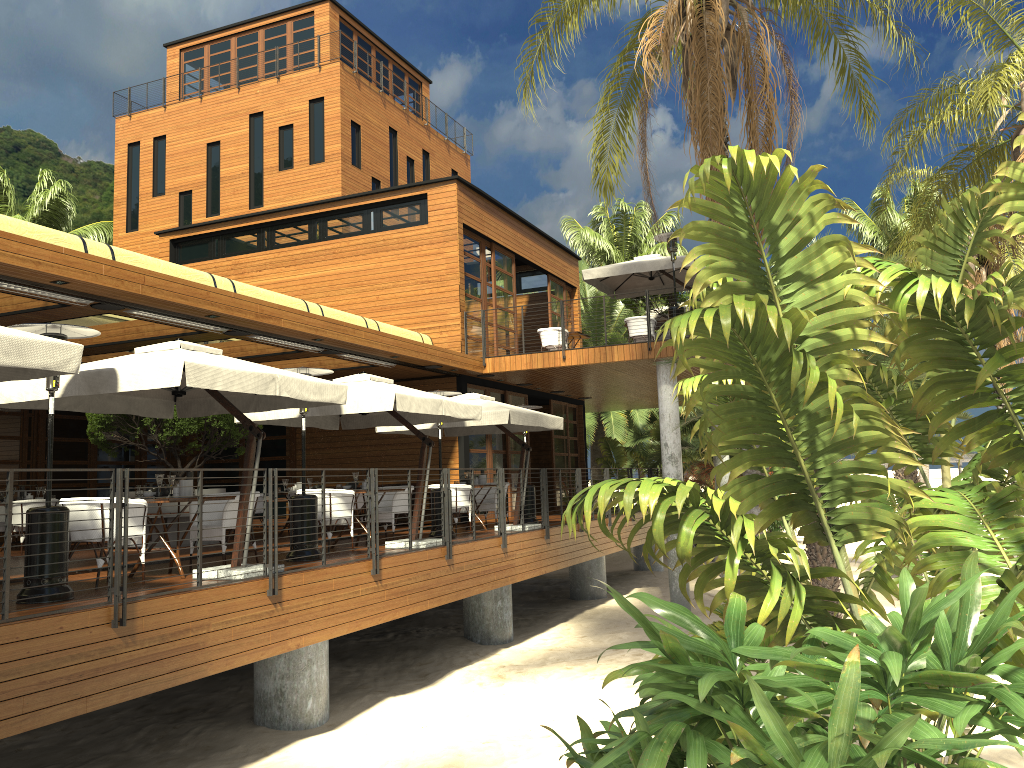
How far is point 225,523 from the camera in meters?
9.1 m

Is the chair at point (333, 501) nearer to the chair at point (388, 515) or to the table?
the chair at point (388, 515)

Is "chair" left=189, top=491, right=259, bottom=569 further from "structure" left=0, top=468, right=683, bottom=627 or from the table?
"structure" left=0, top=468, right=683, bottom=627

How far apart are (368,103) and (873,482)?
30.0m

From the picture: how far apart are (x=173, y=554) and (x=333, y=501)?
2.7m

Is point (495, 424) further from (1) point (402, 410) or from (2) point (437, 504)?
(1) point (402, 410)

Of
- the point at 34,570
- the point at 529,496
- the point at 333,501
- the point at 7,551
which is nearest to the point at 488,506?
the point at 529,496

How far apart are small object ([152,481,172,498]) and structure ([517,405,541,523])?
8.27m

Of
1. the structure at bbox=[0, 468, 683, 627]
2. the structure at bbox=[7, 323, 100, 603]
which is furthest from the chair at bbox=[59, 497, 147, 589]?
the structure at bbox=[0, 468, 683, 627]

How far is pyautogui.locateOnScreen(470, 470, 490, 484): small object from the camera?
14.7m
